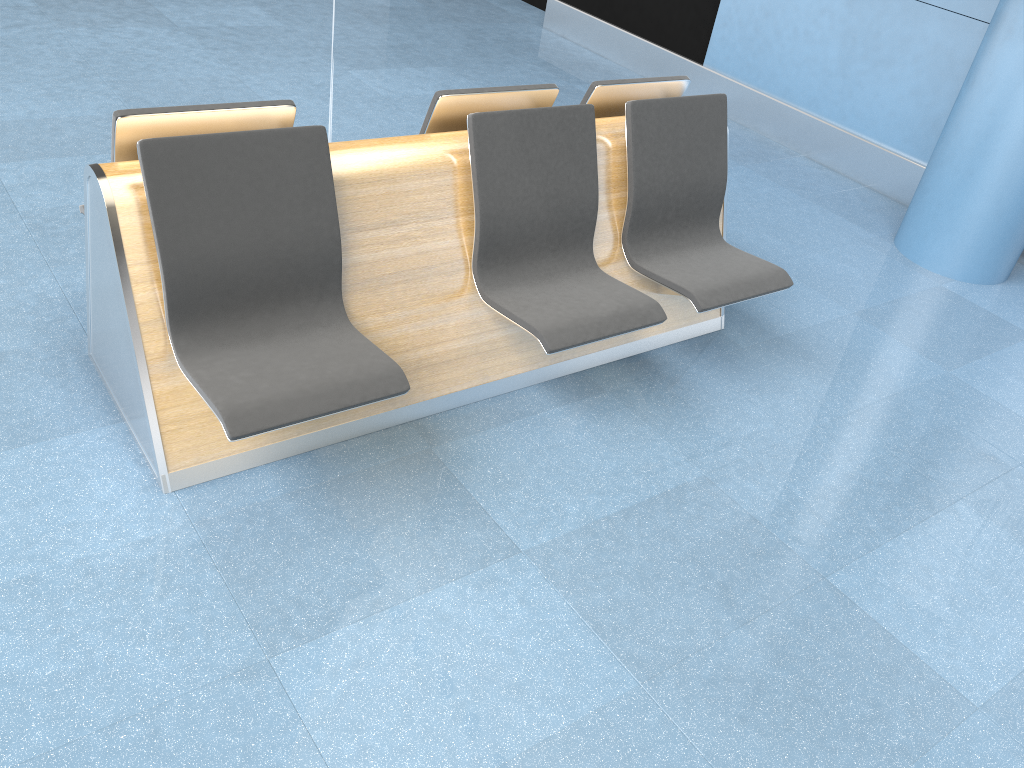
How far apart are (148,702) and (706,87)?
5.5m

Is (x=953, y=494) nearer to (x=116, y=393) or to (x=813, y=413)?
(x=813, y=413)

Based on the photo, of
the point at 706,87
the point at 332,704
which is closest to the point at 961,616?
the point at 332,704

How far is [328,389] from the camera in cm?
225

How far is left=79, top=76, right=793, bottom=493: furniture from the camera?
2.2 meters

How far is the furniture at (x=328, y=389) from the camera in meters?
2.2 m
